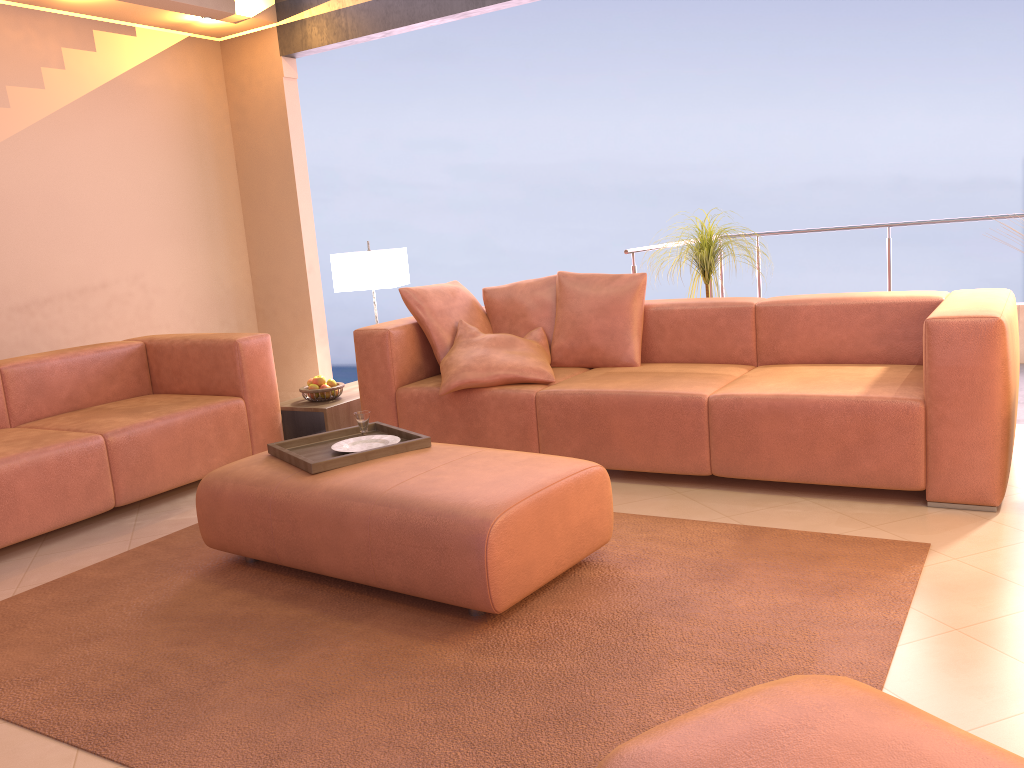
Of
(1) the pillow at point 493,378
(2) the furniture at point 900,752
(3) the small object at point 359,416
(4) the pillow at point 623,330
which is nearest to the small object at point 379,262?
(1) the pillow at point 493,378

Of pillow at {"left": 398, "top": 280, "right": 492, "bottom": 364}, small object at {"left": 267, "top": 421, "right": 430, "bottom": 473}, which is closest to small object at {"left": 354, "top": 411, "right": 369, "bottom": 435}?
small object at {"left": 267, "top": 421, "right": 430, "bottom": 473}

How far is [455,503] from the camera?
2.4m

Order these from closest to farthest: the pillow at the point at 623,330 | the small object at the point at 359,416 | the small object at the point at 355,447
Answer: the small object at the point at 355,447 < the small object at the point at 359,416 < the pillow at the point at 623,330

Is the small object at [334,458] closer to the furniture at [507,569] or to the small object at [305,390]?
the furniture at [507,569]

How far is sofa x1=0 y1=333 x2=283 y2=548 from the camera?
3.4m

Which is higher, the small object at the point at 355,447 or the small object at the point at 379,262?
the small object at the point at 379,262

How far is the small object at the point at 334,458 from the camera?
2.9m

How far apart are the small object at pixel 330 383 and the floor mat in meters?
1.3 m

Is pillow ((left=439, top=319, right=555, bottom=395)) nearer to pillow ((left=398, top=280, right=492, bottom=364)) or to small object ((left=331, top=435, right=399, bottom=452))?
pillow ((left=398, top=280, right=492, bottom=364))
